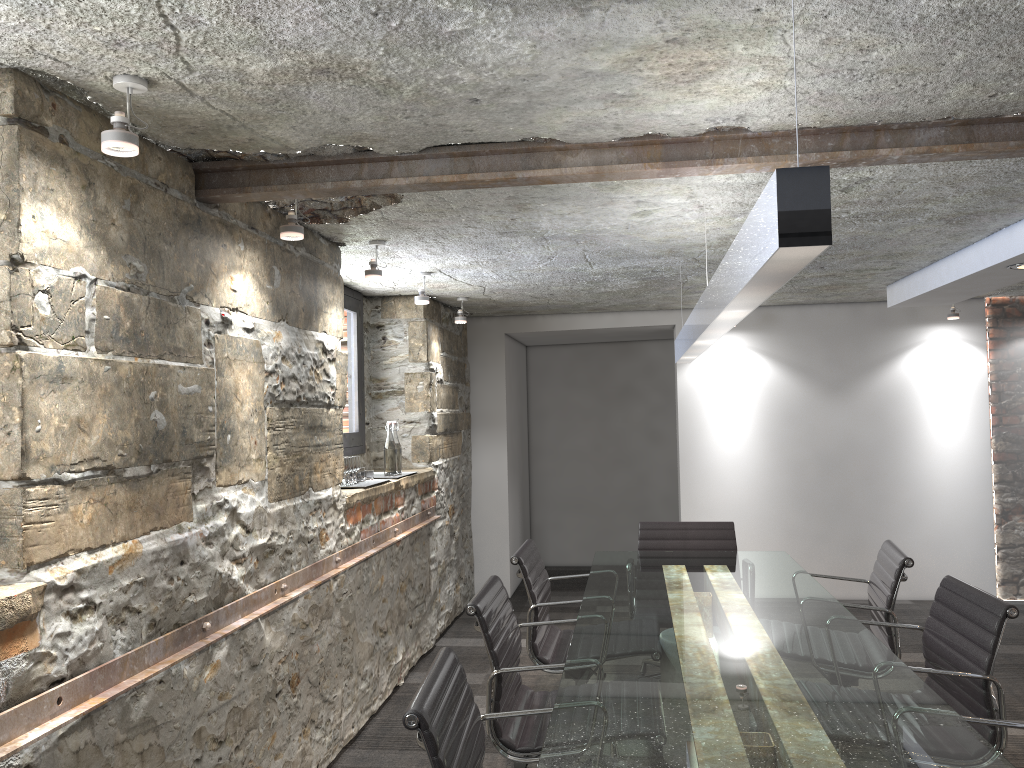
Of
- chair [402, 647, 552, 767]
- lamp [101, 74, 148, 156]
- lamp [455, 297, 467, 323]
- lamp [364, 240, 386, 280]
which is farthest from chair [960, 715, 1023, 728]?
lamp [455, 297, 467, 323]

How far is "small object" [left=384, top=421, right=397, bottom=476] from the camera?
4.8 meters

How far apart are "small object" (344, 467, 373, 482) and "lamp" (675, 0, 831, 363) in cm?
162

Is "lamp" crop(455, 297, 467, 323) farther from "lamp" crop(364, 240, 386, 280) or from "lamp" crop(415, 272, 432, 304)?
"lamp" crop(364, 240, 386, 280)

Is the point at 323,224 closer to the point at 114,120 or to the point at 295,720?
the point at 114,120

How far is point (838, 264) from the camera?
4.69m

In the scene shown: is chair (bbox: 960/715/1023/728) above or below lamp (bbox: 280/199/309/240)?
below

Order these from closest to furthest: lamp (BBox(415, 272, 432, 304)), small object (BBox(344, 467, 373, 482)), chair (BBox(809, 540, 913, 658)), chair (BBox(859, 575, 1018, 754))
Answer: chair (BBox(859, 575, 1018, 754)) → chair (BBox(809, 540, 913, 658)) → small object (BBox(344, 467, 373, 482)) → lamp (BBox(415, 272, 432, 304))

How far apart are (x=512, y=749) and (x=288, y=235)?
1.7m

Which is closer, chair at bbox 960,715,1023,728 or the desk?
the desk
